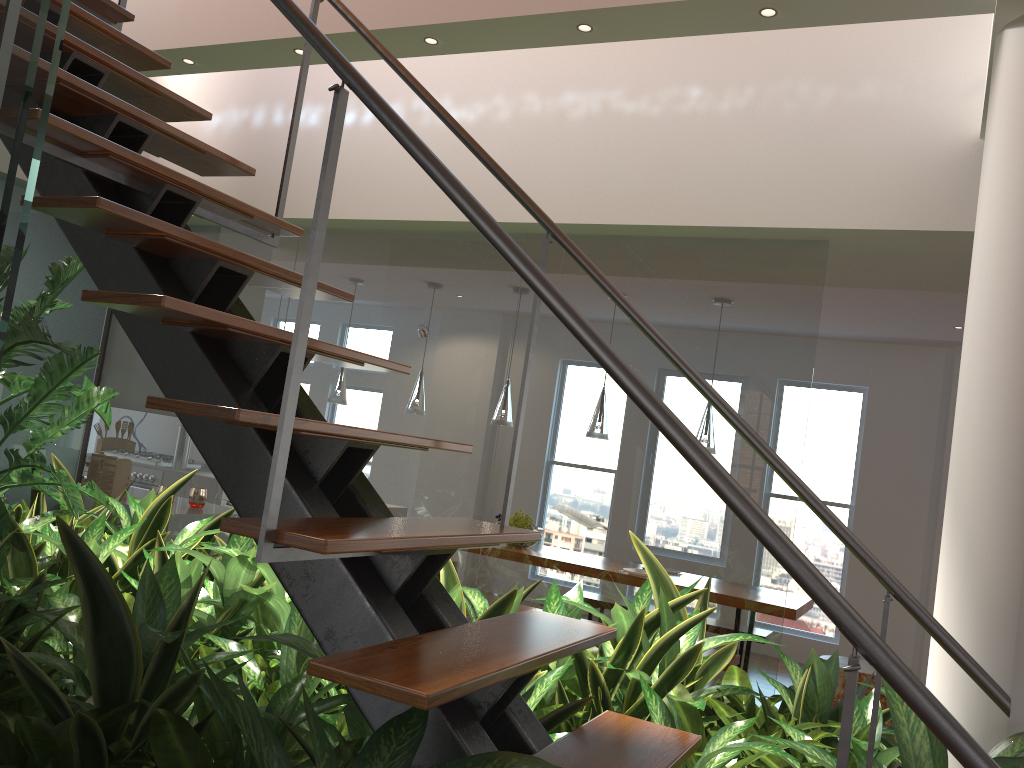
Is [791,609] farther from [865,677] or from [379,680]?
[379,680]

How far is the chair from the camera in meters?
5.1

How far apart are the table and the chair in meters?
0.4

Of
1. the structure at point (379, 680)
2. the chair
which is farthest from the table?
the structure at point (379, 680)

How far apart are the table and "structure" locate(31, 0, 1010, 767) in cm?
366

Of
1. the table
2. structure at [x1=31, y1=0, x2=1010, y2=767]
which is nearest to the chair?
the table

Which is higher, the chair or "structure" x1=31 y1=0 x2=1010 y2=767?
"structure" x1=31 y1=0 x2=1010 y2=767

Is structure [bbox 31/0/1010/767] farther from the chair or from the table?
the chair

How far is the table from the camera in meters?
5.1

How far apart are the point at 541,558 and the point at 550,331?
0.9m
